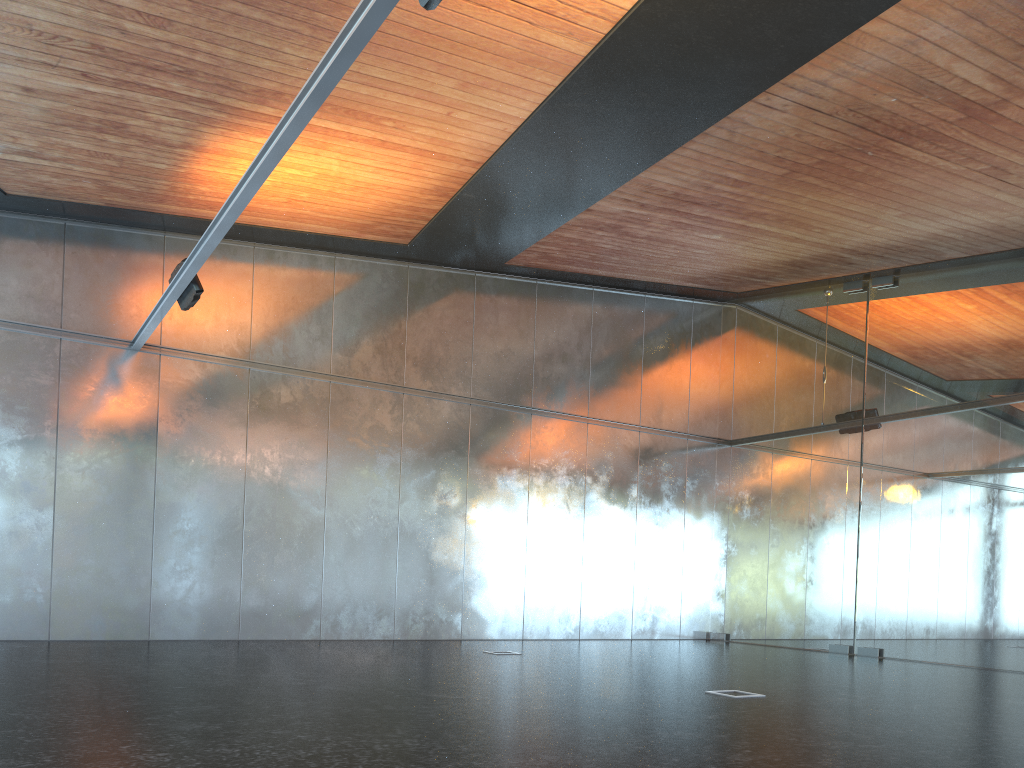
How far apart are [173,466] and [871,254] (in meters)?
10.85
